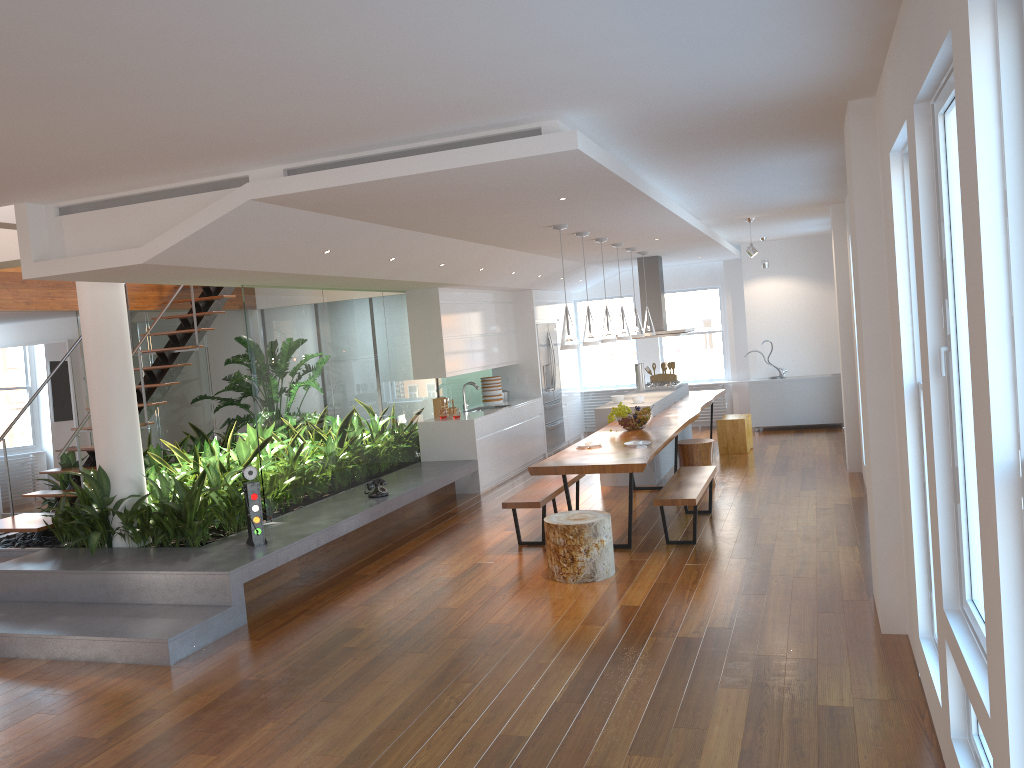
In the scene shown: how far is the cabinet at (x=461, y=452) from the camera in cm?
968

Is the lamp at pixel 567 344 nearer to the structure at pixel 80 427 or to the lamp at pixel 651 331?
the lamp at pixel 651 331

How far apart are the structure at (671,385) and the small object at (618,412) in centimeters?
304cm

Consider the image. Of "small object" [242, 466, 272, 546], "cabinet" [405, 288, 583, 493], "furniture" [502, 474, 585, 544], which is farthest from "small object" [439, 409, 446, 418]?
"small object" [242, 466, 272, 546]

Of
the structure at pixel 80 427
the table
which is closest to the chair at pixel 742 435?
the table

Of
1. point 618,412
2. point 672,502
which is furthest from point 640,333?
point 672,502

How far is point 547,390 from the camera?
12.2m

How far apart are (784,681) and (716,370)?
10.1m

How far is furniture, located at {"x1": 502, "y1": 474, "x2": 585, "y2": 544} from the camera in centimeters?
692cm

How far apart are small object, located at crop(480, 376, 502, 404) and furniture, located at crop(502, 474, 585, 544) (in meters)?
3.52
